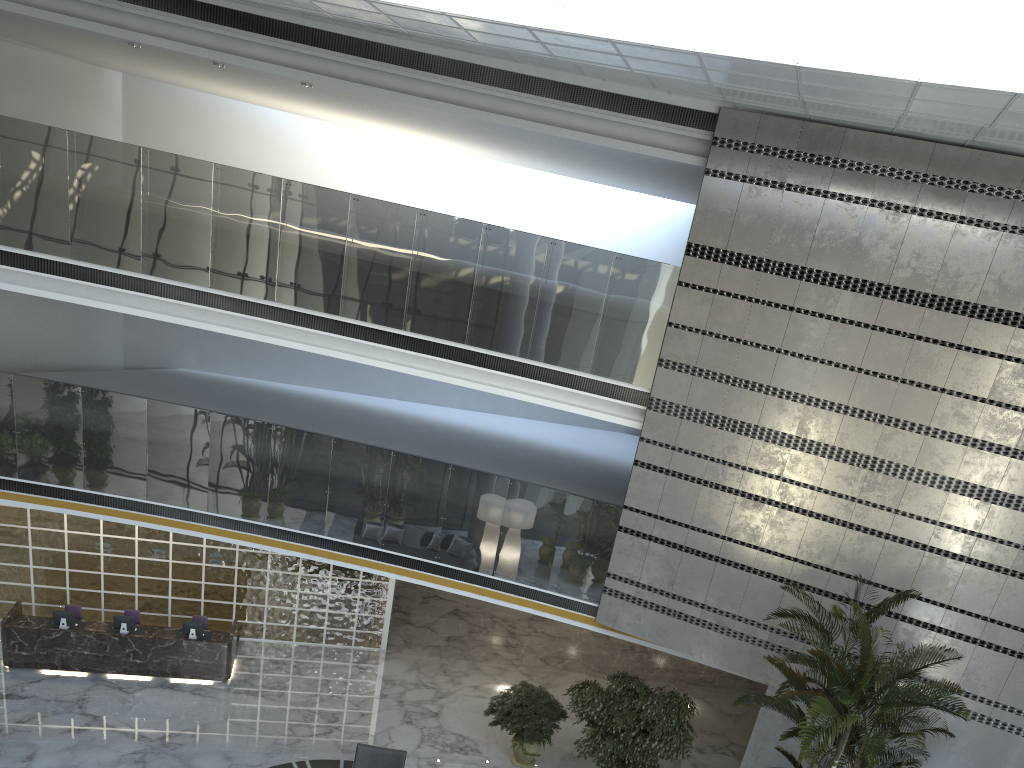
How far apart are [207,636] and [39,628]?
2.2m

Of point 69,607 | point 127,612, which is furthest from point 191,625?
point 69,607

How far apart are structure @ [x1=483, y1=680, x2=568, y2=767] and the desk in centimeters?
392cm

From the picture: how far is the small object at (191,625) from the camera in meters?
12.3 m

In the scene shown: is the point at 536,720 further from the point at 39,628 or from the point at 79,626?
the point at 39,628

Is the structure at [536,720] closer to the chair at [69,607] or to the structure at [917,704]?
the structure at [917,704]

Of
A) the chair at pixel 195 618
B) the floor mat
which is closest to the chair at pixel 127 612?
the chair at pixel 195 618

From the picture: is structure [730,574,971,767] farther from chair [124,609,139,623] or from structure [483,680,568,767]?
chair [124,609,139,623]

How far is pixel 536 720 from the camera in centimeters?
1108cm

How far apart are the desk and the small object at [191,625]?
0.2 meters
